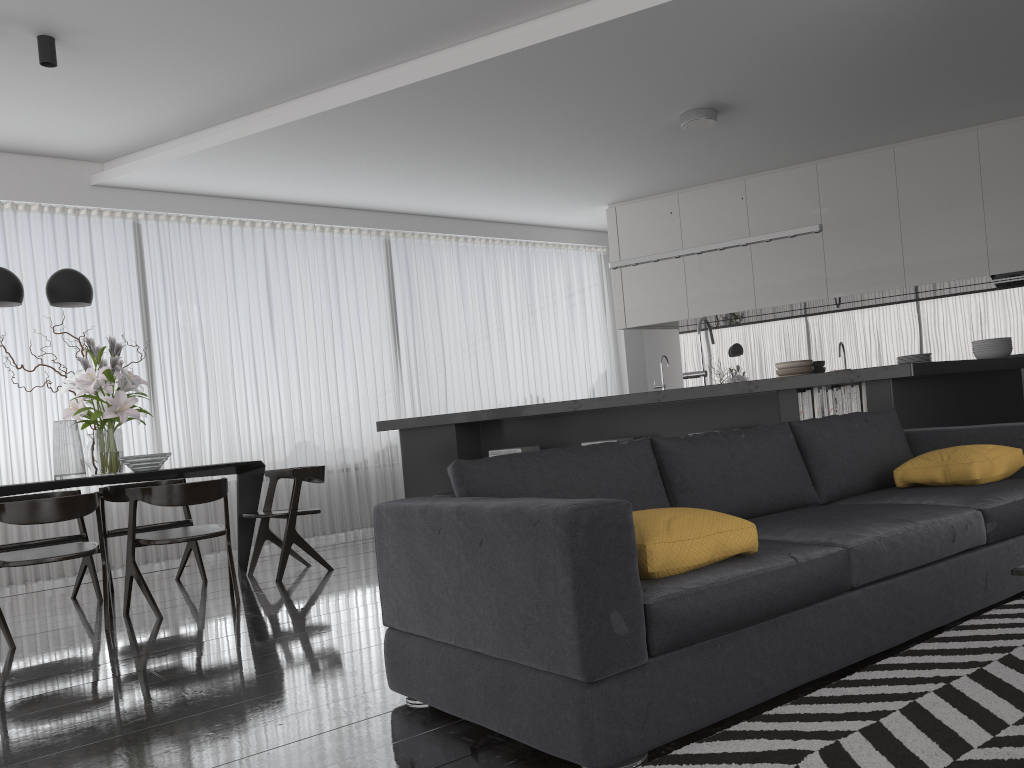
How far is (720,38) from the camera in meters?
5.2

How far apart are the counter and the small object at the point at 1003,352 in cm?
21

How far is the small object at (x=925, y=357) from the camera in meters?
5.9

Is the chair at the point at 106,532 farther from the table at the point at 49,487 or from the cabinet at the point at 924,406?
the cabinet at the point at 924,406

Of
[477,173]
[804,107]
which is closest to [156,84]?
[477,173]

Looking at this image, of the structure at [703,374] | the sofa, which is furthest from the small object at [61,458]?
the structure at [703,374]

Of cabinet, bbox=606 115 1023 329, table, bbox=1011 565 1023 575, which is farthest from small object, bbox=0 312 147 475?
cabinet, bbox=606 115 1023 329

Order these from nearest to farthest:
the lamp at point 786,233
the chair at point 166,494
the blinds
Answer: the chair at point 166,494 → the lamp at point 786,233 → the blinds

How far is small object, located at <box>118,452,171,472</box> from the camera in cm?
512

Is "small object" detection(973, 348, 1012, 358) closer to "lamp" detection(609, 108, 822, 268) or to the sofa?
"lamp" detection(609, 108, 822, 268)
